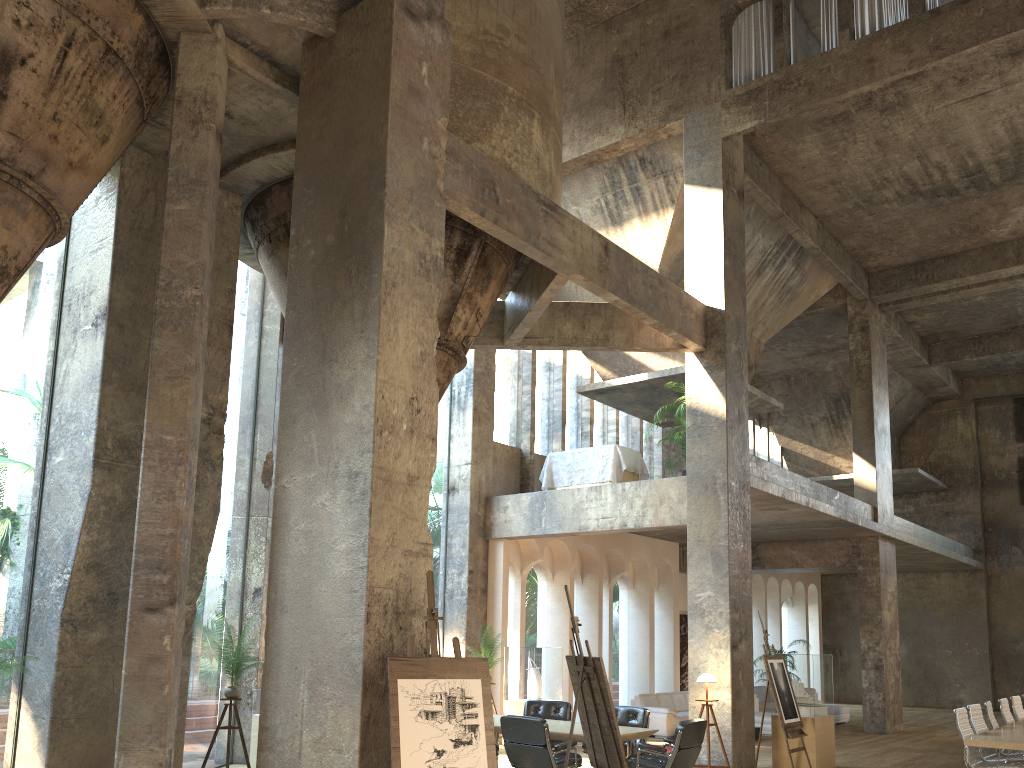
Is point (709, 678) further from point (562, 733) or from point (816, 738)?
point (562, 733)

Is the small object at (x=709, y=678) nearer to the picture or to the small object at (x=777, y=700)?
the small object at (x=777, y=700)

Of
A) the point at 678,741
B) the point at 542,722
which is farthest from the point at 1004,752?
the point at 542,722

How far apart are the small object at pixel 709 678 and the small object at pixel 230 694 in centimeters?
542cm

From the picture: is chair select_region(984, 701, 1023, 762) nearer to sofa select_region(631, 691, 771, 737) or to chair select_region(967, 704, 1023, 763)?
chair select_region(967, 704, 1023, 763)

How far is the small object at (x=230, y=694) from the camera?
9.1 meters

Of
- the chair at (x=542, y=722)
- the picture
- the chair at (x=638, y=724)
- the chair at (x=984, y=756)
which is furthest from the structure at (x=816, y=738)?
the picture

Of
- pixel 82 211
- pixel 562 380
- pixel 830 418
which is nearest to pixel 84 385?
pixel 82 211

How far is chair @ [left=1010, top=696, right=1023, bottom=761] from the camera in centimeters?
1185cm

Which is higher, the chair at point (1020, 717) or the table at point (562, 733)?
the chair at point (1020, 717)
